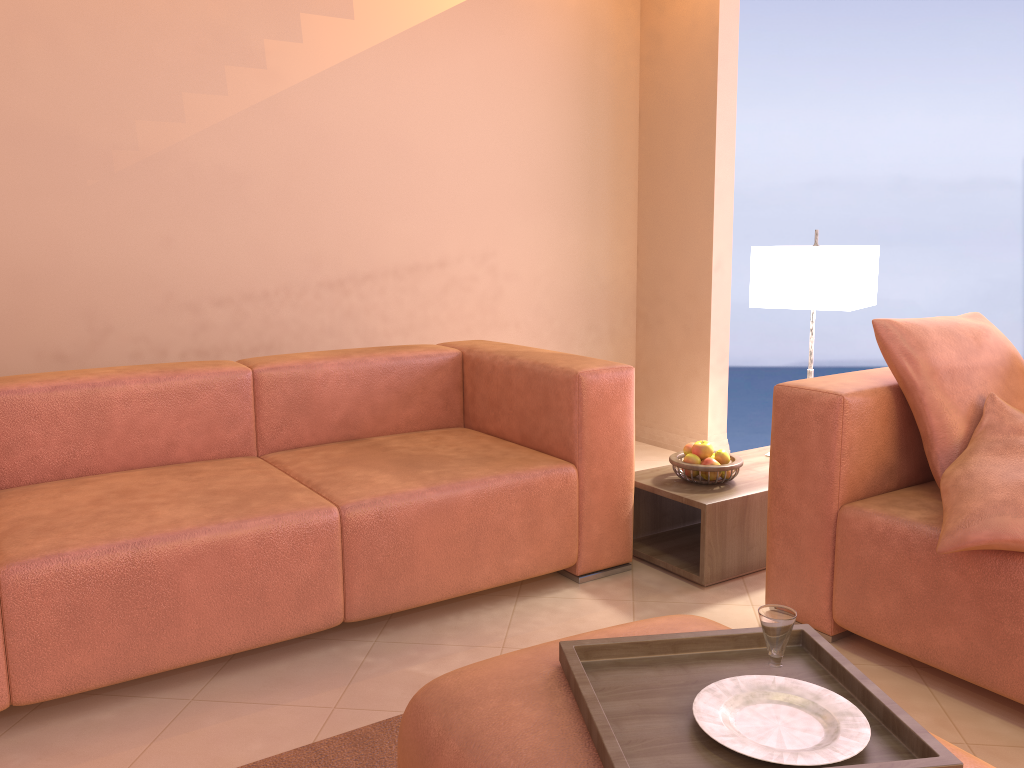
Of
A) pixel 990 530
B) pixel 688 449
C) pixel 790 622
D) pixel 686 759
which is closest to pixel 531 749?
pixel 686 759

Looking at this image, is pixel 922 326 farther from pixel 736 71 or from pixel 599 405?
pixel 736 71

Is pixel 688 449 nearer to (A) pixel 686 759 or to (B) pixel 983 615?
(B) pixel 983 615

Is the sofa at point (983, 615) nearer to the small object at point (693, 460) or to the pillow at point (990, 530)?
the pillow at point (990, 530)

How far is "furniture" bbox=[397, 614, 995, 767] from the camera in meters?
1.2 m

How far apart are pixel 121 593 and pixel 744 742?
1.41m

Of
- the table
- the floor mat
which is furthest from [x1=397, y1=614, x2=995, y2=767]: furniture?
the table

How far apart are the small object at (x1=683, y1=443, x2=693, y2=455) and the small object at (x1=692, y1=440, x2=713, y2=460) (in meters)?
0.05

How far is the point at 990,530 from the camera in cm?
183

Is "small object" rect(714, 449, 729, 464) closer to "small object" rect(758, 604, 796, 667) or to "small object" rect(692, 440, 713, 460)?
"small object" rect(692, 440, 713, 460)
